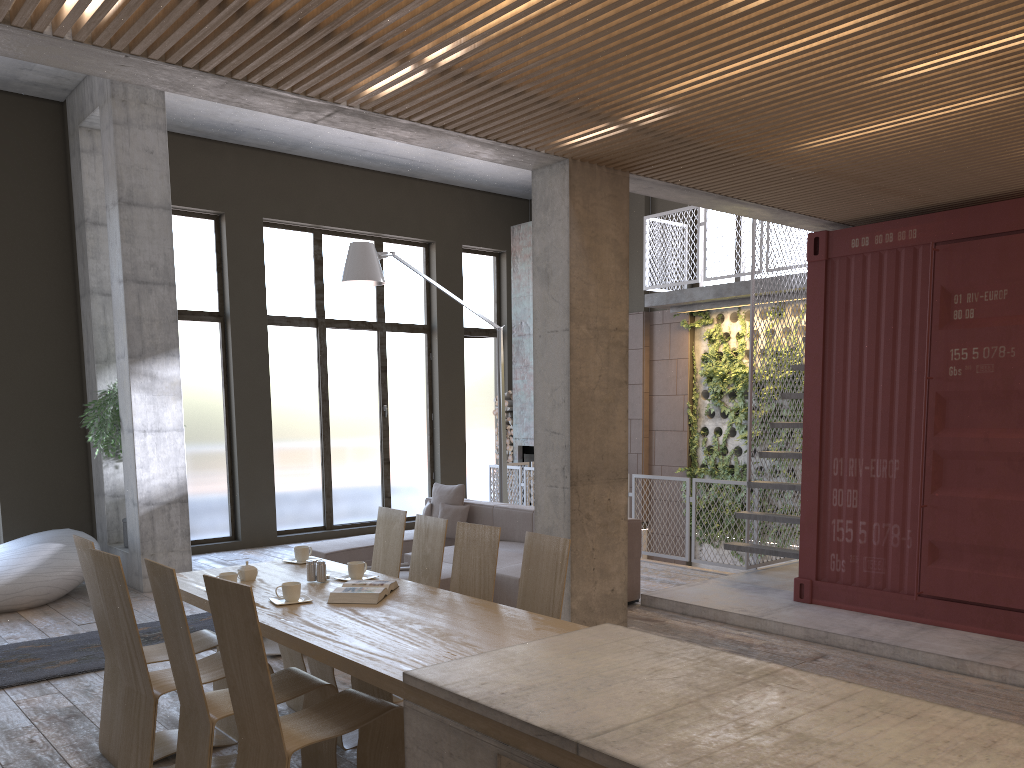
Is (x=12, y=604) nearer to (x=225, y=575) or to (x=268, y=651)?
(x=268, y=651)

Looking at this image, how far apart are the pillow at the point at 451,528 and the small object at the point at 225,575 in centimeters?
472cm

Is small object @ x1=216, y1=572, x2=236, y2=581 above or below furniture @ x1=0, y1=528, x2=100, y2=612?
above

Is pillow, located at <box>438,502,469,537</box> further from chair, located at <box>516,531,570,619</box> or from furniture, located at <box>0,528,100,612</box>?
chair, located at <box>516,531,570,619</box>

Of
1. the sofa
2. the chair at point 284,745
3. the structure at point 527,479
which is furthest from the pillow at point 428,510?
the chair at point 284,745

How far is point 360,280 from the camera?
8.70m

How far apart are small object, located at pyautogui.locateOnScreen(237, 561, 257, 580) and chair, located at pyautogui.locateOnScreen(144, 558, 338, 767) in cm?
82

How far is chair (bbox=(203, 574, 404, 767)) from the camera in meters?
3.1 m

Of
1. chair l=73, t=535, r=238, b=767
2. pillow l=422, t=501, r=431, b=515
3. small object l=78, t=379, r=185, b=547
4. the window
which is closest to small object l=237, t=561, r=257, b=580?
chair l=73, t=535, r=238, b=767

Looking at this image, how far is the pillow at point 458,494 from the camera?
9.2m
